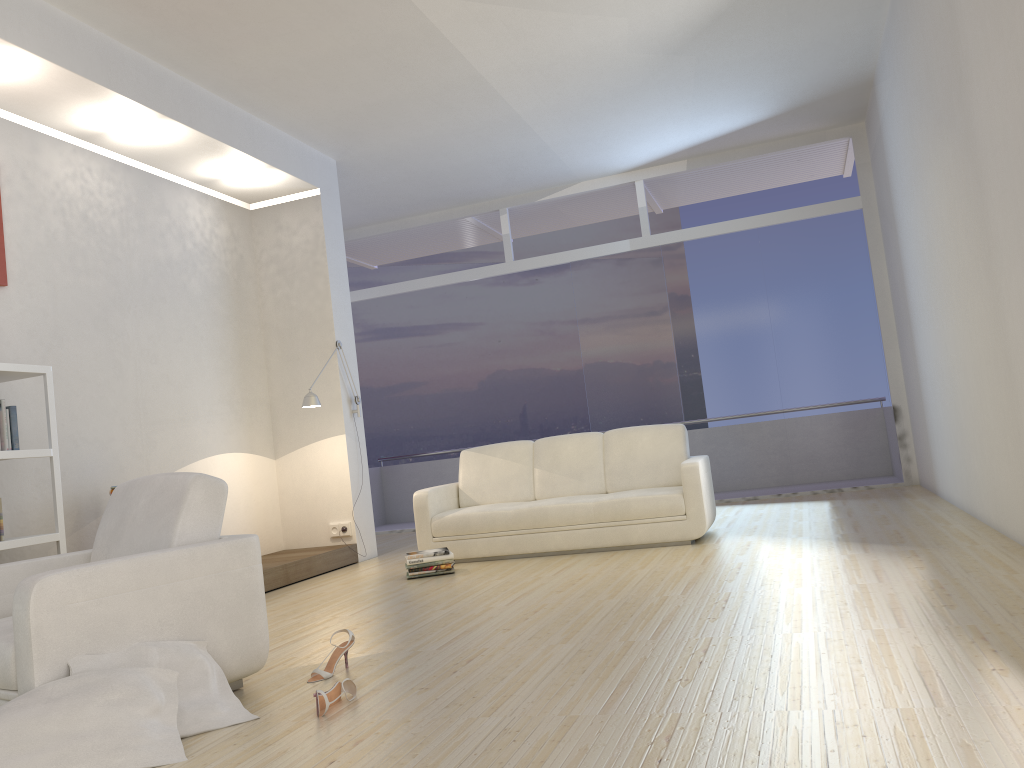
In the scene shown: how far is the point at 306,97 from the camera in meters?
6.6

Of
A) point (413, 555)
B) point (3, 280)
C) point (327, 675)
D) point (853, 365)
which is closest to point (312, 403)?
point (413, 555)

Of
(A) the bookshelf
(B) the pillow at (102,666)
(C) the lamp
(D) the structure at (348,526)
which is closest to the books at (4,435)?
(A) the bookshelf

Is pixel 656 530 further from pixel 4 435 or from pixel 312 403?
pixel 4 435

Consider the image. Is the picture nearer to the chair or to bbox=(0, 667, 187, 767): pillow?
the chair

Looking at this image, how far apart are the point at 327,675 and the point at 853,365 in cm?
683

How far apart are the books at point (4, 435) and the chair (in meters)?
1.41

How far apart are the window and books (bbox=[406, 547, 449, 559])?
3.8m

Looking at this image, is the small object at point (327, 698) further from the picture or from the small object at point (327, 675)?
the picture

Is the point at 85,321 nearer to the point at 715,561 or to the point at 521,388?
the point at 715,561
